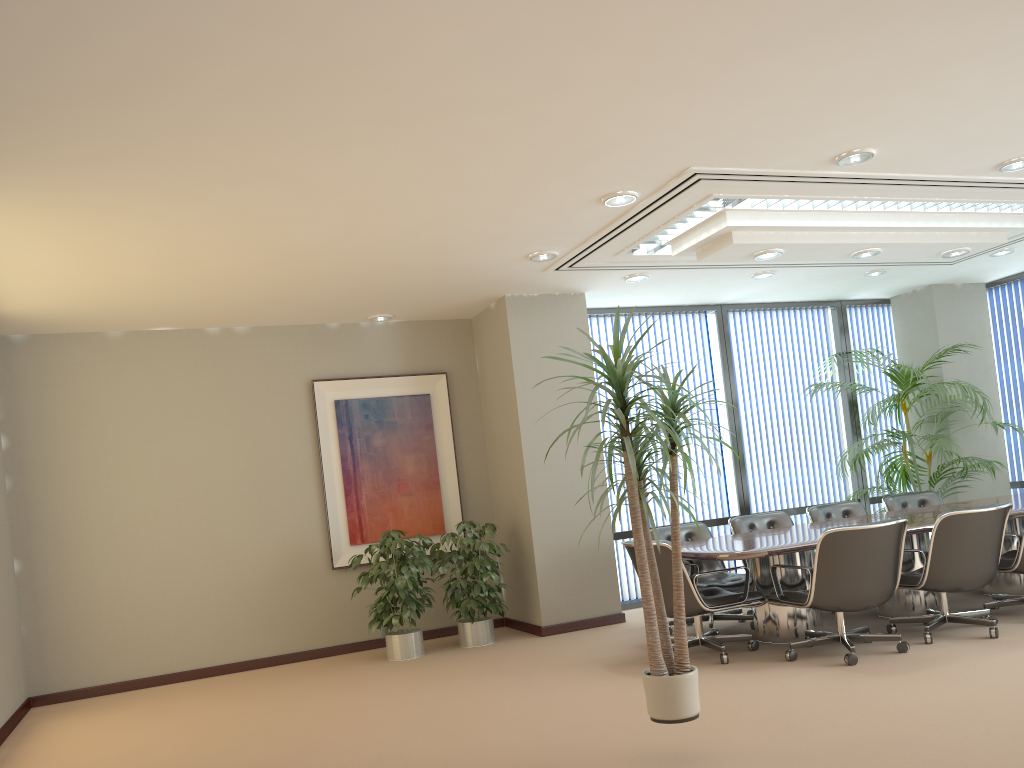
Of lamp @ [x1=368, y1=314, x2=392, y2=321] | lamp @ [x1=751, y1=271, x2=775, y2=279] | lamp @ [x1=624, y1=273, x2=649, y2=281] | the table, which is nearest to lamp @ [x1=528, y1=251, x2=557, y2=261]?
lamp @ [x1=624, y1=273, x2=649, y2=281]

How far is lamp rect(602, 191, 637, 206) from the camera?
5.6 meters

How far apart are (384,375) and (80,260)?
3.2m

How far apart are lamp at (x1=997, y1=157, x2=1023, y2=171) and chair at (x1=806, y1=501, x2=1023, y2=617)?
2.5m

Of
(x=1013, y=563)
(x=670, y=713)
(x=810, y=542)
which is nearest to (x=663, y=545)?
(x=810, y=542)

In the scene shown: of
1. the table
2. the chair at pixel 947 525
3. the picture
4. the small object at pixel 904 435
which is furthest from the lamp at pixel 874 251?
the picture

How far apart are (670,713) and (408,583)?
3.68m

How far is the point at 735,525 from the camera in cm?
760

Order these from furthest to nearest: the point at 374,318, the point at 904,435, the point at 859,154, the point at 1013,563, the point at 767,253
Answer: the point at 904,435 → the point at 374,318 → the point at 767,253 → the point at 1013,563 → the point at 859,154

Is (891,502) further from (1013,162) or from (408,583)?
(408,583)
